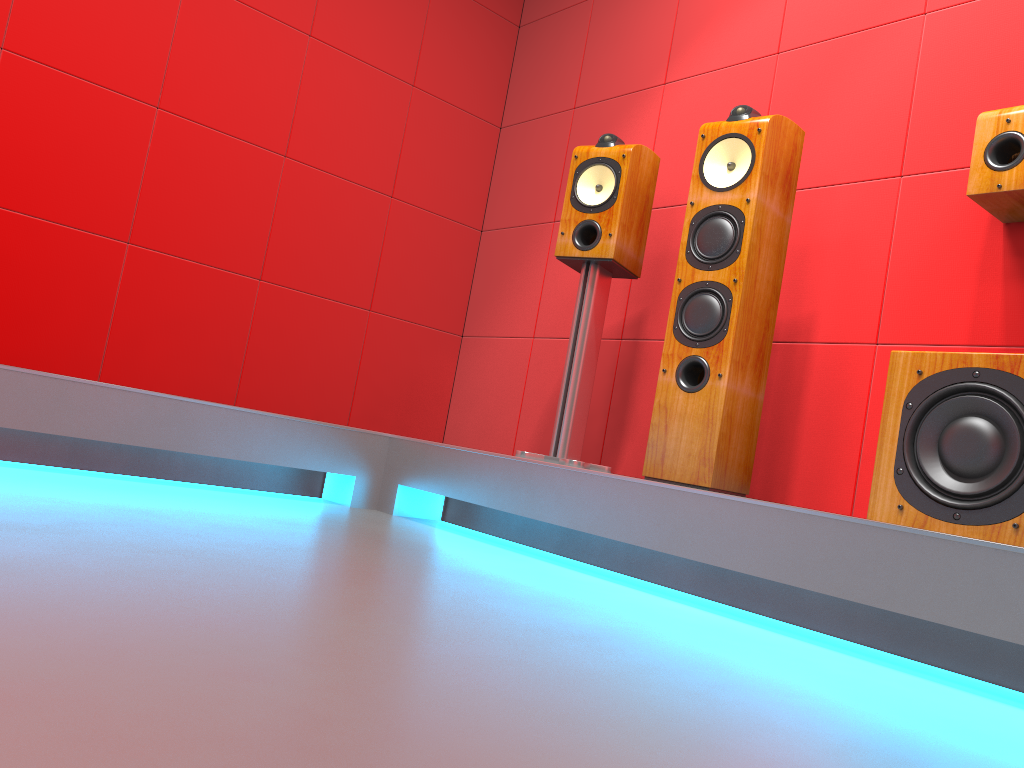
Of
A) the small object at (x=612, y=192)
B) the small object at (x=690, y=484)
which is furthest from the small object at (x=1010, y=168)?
the small object at (x=612, y=192)

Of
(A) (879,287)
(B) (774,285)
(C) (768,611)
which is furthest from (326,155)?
(C) (768,611)

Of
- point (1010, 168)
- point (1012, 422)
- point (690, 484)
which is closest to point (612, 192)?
point (690, 484)

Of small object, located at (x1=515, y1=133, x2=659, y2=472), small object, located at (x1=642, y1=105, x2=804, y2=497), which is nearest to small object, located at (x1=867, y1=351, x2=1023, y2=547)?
small object, located at (x1=642, y1=105, x2=804, y2=497)

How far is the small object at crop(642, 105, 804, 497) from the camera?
2.3m

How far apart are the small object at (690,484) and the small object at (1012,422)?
0.48m

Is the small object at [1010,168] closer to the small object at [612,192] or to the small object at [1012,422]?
the small object at [1012,422]

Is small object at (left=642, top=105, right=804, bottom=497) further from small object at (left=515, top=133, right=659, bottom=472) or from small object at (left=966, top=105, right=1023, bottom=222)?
small object at (left=966, top=105, right=1023, bottom=222)

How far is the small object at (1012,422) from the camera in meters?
1.7

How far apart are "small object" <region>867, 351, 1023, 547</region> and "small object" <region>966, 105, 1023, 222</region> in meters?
0.5
